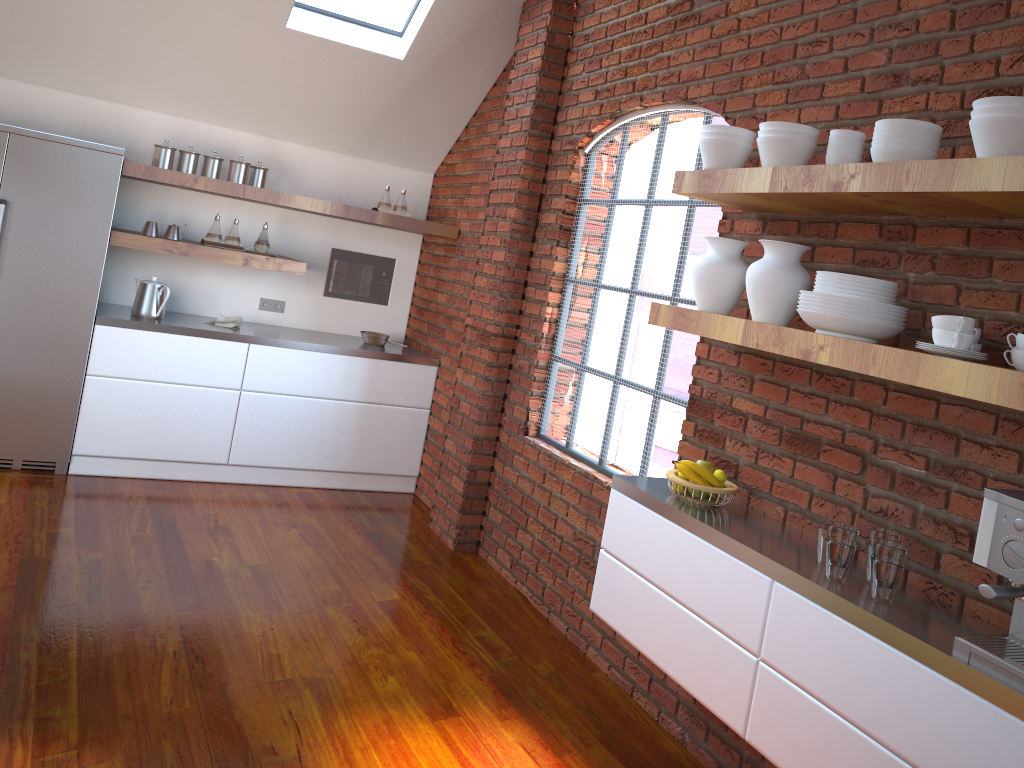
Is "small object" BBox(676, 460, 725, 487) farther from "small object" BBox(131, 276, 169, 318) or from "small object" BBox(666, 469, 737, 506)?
"small object" BBox(131, 276, 169, 318)

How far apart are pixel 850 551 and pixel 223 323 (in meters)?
4.02

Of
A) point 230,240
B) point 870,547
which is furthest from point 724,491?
point 230,240

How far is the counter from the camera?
4.8 meters

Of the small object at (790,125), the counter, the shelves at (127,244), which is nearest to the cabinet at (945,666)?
the small object at (790,125)

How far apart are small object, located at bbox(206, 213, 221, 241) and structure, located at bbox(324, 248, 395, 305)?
0.9m

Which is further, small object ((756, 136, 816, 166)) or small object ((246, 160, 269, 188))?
small object ((246, 160, 269, 188))

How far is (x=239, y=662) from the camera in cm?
316

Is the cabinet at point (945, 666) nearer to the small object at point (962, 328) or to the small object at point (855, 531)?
the small object at point (855, 531)

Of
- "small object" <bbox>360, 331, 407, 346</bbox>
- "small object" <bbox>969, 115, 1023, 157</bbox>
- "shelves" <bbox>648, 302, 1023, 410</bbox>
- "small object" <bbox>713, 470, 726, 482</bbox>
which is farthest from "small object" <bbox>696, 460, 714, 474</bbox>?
"small object" <bbox>360, 331, 407, 346</bbox>
